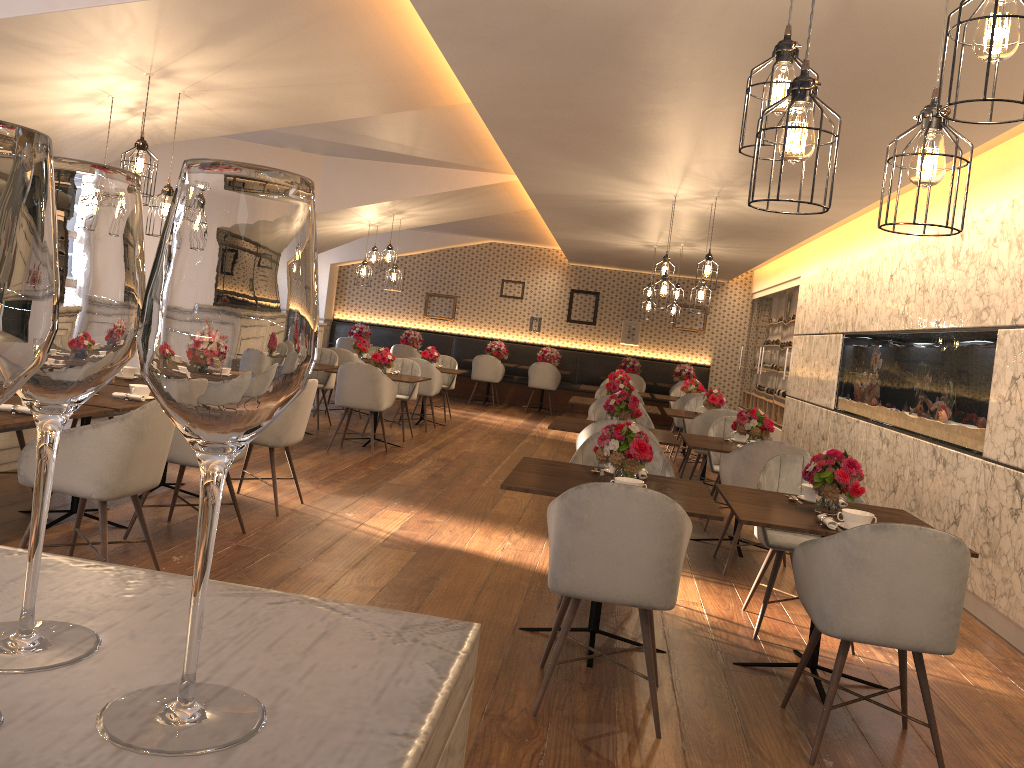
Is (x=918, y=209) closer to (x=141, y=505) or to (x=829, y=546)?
(x=829, y=546)

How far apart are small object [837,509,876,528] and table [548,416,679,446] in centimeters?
239cm

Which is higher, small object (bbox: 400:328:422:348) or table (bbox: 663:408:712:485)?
small object (bbox: 400:328:422:348)

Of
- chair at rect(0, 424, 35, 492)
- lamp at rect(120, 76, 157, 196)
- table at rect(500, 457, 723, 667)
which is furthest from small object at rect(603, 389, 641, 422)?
chair at rect(0, 424, 35, 492)

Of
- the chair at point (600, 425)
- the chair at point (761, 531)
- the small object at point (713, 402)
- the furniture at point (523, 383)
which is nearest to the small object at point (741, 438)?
the chair at point (600, 425)

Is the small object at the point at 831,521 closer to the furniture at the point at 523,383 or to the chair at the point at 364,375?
the chair at the point at 364,375

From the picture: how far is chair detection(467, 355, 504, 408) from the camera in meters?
14.6

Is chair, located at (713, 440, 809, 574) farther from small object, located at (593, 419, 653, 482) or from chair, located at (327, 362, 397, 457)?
chair, located at (327, 362, 397, 457)

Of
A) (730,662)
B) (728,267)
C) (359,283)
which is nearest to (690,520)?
(730,662)

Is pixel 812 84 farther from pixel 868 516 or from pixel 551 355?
pixel 551 355
